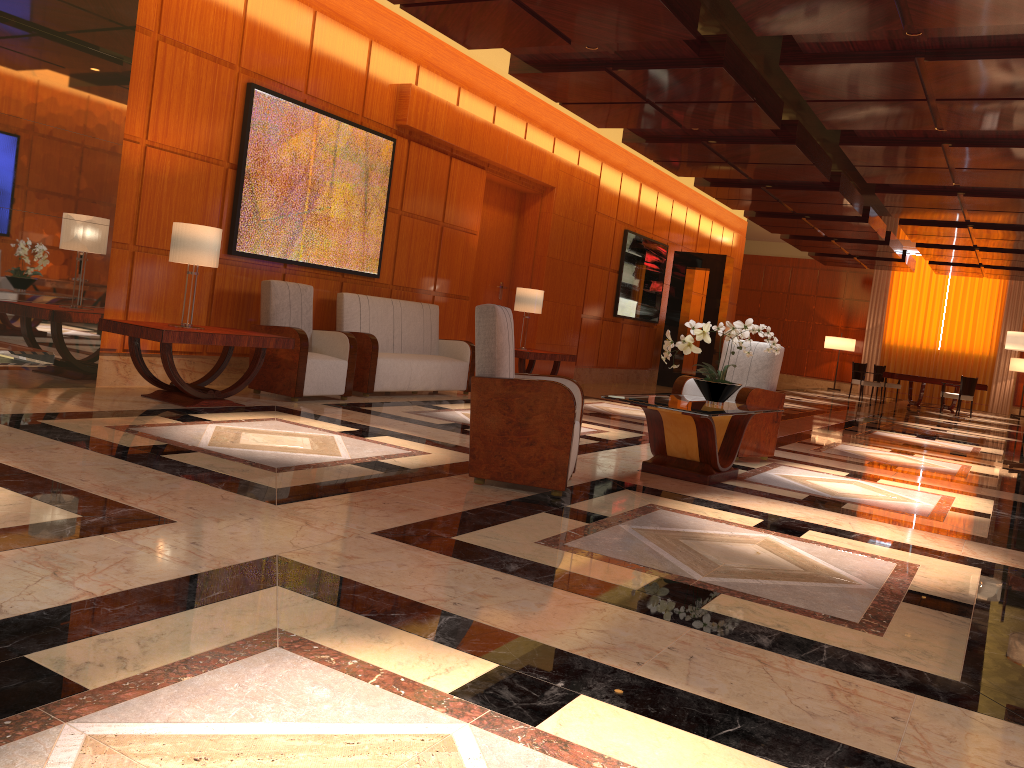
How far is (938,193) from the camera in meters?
12.0

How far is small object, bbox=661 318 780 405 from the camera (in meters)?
5.94

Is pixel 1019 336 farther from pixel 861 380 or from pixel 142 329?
pixel 861 380

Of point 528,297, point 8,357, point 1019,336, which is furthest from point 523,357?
point 8,357

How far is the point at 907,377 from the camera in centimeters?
2004cm

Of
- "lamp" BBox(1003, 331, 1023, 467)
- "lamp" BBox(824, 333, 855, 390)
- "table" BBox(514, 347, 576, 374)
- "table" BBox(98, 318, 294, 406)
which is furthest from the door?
"lamp" BBox(824, 333, 855, 390)

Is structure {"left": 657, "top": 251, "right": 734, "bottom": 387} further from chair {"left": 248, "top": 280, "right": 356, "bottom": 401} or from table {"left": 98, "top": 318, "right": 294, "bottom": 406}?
table {"left": 98, "top": 318, "right": 294, "bottom": 406}

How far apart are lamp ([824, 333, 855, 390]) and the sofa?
17.9 meters

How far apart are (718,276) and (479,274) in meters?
5.9

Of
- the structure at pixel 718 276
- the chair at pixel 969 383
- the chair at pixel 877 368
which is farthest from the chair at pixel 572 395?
the chair at pixel 877 368
